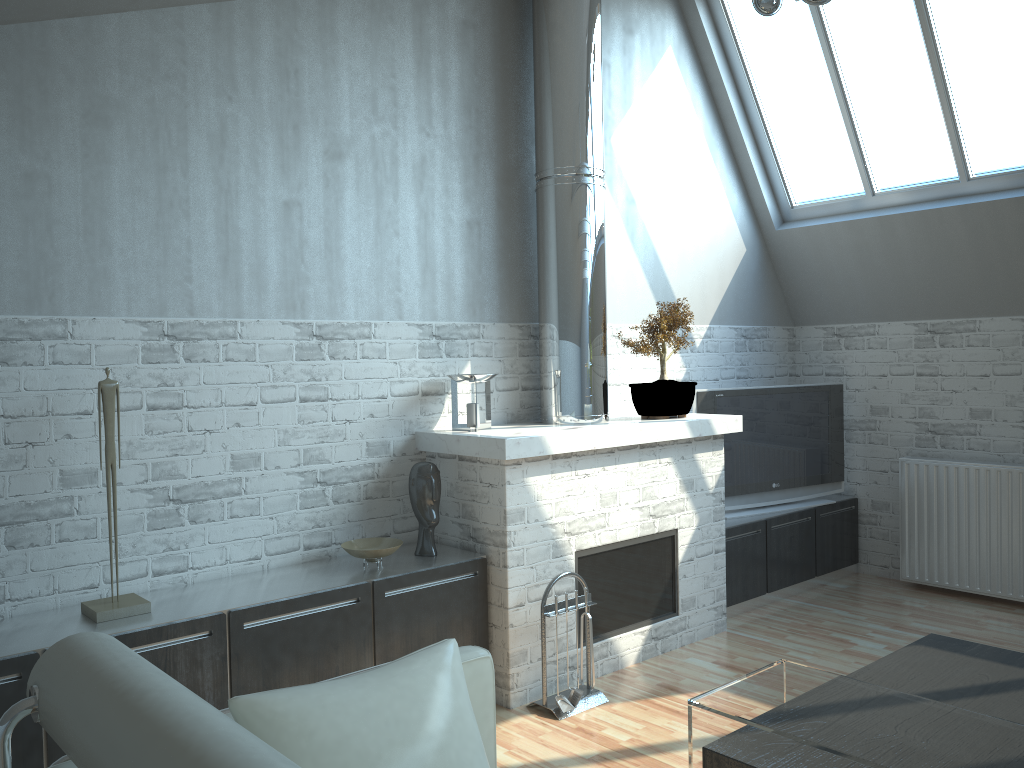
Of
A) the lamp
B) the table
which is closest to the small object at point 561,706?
the table

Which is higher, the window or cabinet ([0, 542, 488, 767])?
the window

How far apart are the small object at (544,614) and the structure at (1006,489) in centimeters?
531cm

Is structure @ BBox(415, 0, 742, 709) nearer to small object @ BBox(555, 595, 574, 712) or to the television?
small object @ BBox(555, 595, 574, 712)

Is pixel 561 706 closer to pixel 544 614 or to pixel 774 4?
pixel 544 614

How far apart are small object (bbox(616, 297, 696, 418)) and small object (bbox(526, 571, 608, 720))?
2.11m

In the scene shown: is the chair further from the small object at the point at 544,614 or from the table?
the small object at the point at 544,614

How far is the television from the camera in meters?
10.5 m

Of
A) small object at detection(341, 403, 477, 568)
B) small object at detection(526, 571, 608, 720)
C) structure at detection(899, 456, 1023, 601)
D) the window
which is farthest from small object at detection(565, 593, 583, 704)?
the window

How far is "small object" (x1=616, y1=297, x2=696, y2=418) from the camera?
8.9 meters
